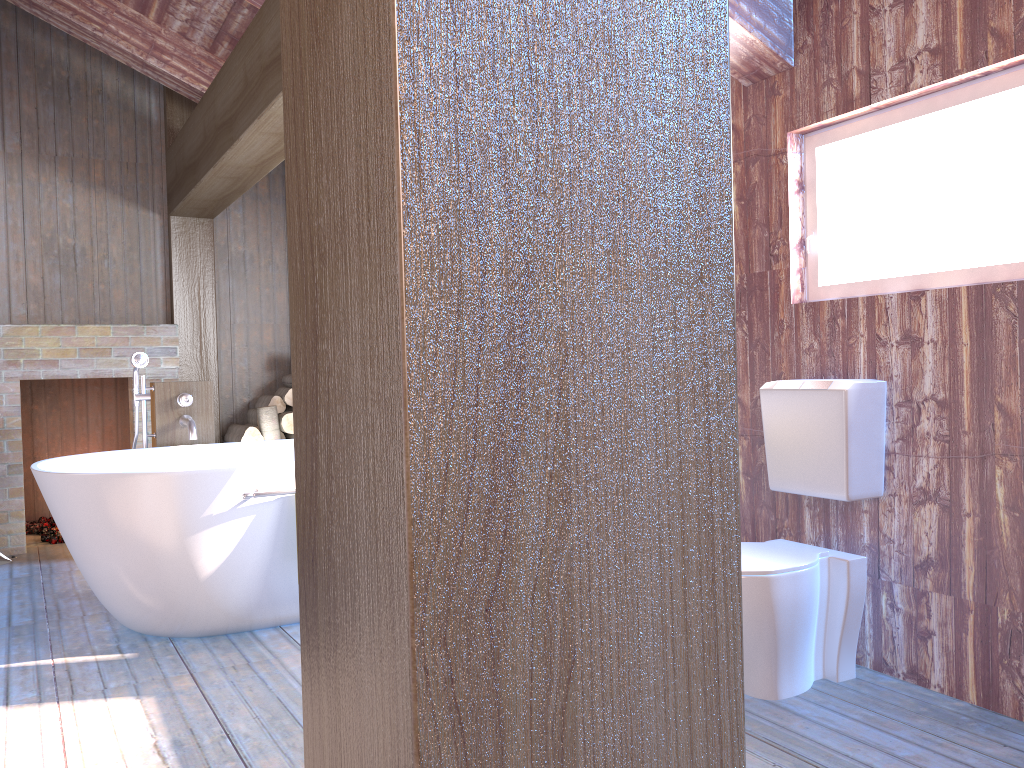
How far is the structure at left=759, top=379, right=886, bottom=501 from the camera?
2.6 meters

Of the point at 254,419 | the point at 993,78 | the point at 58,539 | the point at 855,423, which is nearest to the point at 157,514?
the point at 855,423

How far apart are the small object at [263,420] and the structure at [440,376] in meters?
4.9 m

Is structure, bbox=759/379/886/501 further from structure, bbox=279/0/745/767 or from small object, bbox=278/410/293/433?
small object, bbox=278/410/293/433

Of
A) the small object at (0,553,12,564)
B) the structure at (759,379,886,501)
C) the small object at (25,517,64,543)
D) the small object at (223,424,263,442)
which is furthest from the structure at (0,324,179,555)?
the structure at (759,379,886,501)

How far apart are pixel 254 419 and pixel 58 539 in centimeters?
134cm

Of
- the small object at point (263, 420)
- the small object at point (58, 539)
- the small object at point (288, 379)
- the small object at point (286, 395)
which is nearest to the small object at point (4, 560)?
the small object at point (58, 539)

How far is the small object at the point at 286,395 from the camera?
5.5m

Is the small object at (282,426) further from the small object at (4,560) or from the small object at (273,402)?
the small object at (4,560)

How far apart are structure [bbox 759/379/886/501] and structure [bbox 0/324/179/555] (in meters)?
3.83
